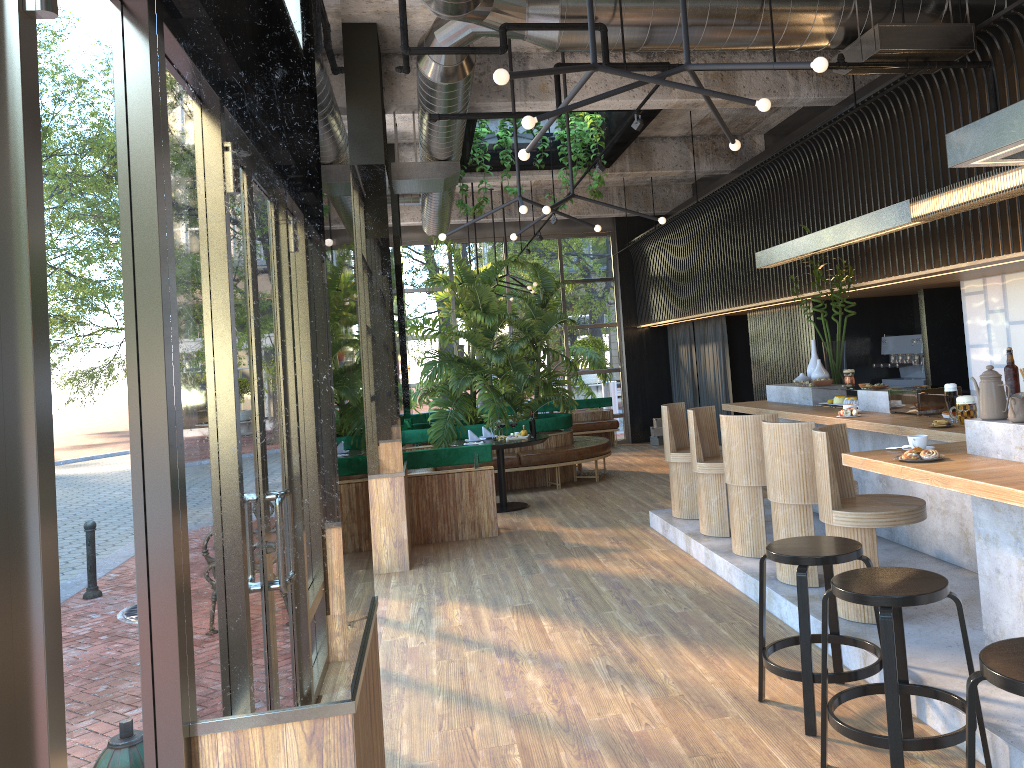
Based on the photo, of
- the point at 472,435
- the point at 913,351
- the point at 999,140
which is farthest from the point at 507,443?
the point at 999,140

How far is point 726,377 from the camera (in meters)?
12.82

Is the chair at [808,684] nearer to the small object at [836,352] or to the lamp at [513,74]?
the lamp at [513,74]

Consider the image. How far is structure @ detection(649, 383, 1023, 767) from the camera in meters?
3.5

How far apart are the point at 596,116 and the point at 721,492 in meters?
5.1

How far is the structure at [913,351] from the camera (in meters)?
9.24

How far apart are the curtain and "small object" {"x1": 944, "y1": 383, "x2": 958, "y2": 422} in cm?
741

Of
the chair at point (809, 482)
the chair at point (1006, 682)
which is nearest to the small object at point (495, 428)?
the chair at point (809, 482)

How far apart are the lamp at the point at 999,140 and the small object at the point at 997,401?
Result: 0.89m

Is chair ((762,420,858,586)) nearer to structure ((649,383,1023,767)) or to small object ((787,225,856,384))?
structure ((649,383,1023,767))
